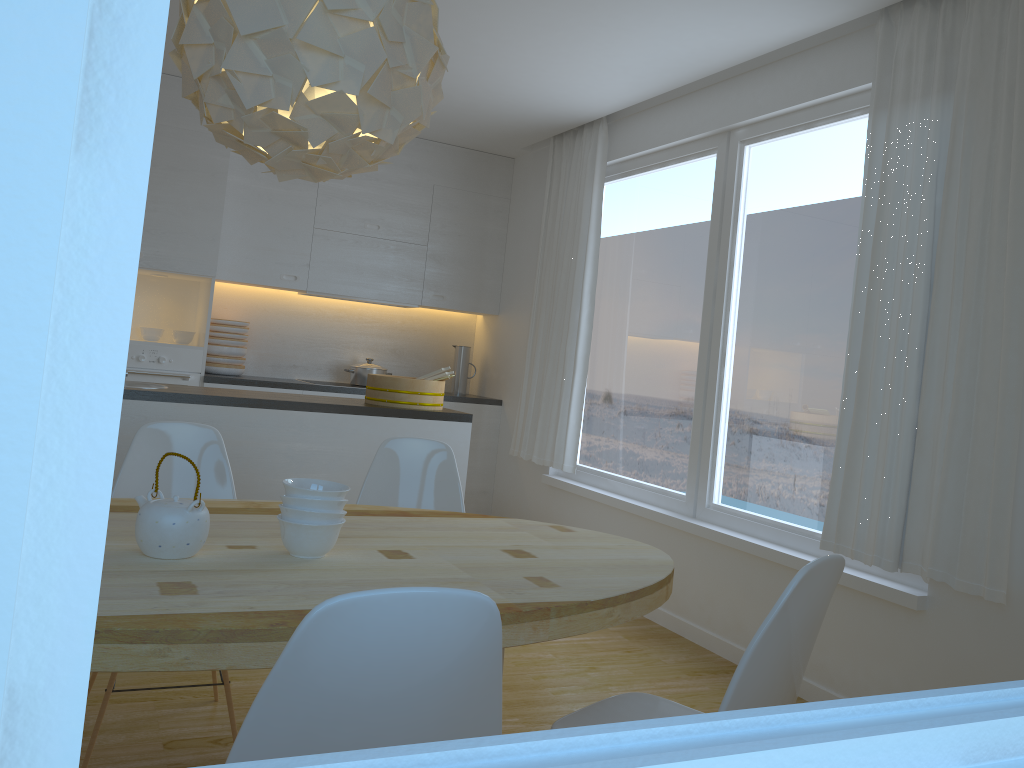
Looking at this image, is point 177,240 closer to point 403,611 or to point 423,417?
point 423,417

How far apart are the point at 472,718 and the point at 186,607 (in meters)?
0.59

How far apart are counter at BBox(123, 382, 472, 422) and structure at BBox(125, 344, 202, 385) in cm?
143

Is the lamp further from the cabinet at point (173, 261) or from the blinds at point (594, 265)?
the cabinet at point (173, 261)

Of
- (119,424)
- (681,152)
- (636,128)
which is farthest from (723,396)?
(119,424)

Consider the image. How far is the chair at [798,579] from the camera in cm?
156

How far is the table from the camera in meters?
1.4

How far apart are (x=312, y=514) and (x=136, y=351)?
3.7m

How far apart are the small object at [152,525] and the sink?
2.2 meters

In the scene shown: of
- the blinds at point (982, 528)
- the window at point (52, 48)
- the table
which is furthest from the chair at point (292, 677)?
the blinds at point (982, 528)
